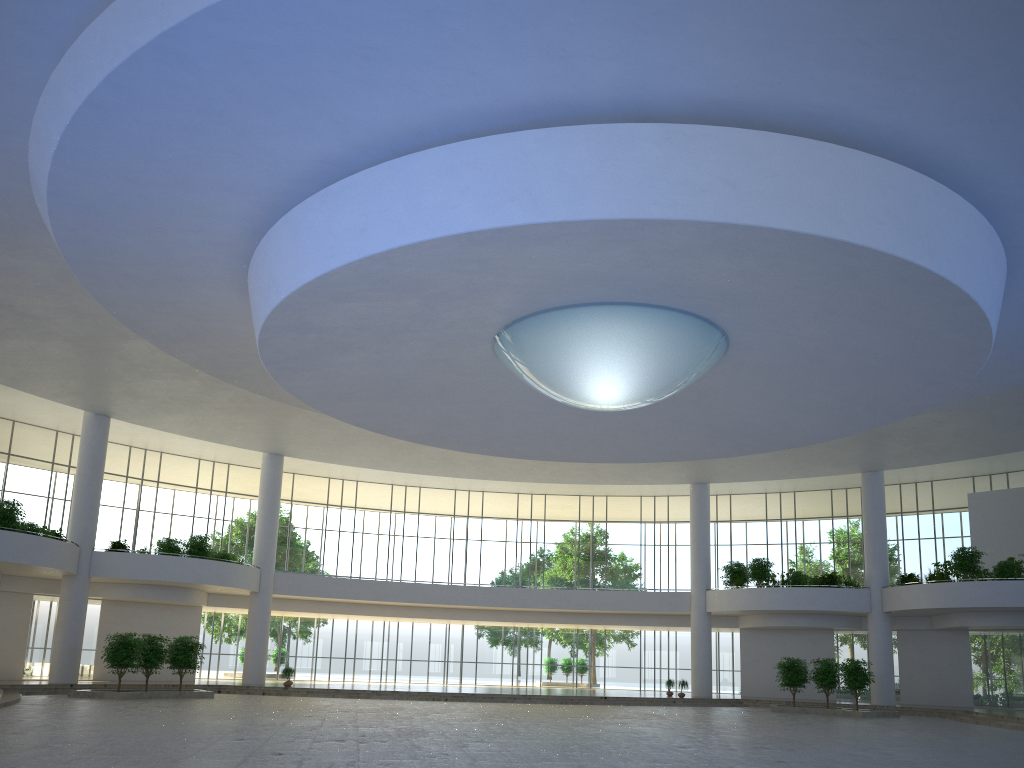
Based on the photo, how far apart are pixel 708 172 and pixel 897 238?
7.50m

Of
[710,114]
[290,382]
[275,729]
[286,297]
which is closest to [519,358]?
[290,382]
